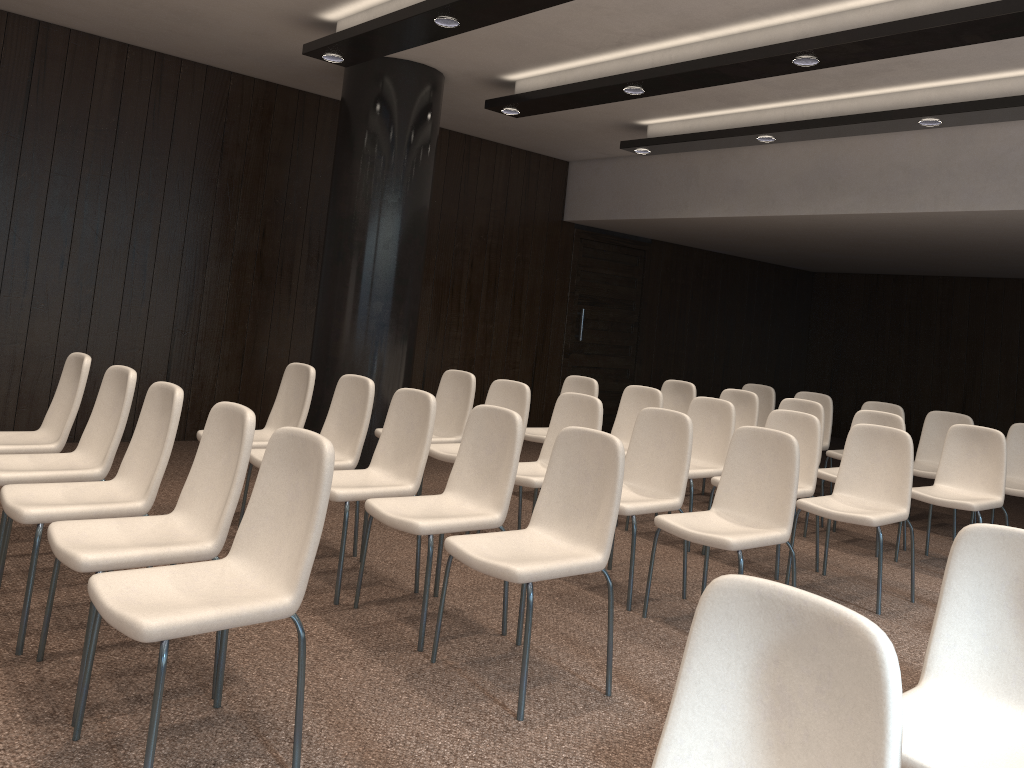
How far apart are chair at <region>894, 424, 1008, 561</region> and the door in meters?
4.9

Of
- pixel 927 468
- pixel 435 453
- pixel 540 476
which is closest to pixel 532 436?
pixel 435 453

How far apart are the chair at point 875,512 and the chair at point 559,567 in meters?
1.9 m

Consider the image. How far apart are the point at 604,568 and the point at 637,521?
2.96m

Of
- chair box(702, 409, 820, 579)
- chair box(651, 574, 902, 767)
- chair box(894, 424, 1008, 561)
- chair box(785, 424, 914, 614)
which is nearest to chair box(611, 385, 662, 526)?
chair box(702, 409, 820, 579)

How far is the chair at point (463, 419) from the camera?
5.9 meters

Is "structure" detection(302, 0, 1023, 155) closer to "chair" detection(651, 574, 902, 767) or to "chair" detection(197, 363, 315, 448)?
"chair" detection(197, 363, 315, 448)

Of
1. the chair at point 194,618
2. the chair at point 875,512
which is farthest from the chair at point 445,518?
the chair at point 875,512

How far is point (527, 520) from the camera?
5.9 meters

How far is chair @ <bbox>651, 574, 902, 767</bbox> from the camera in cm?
139
